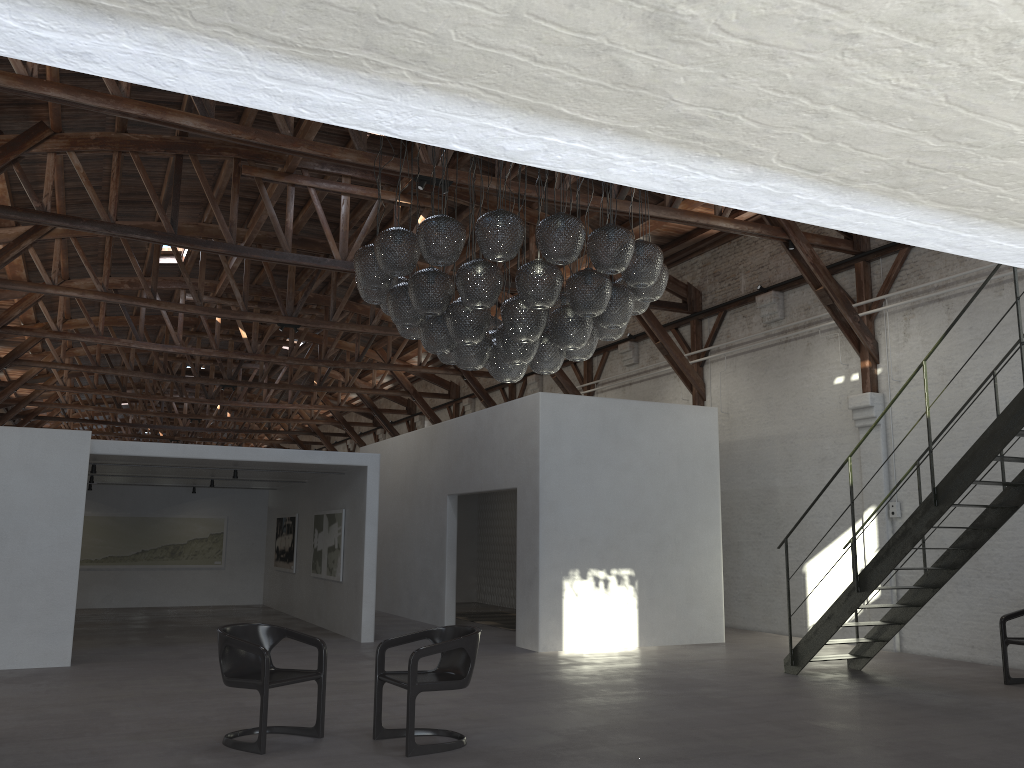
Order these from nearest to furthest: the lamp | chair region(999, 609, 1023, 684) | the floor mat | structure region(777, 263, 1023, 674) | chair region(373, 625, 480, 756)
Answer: chair region(373, 625, 480, 756)
the lamp
structure region(777, 263, 1023, 674)
chair region(999, 609, 1023, 684)
the floor mat

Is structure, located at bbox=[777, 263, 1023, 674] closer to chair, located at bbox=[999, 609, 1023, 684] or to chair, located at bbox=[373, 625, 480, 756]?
chair, located at bbox=[999, 609, 1023, 684]

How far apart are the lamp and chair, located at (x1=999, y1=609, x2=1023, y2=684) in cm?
488

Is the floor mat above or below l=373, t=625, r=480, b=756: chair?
below

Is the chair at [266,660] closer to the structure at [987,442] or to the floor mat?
the structure at [987,442]

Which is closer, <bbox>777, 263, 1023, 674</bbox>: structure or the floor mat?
<bbox>777, 263, 1023, 674</bbox>: structure

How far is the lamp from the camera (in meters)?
6.35

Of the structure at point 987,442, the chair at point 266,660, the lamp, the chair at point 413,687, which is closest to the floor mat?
the structure at point 987,442

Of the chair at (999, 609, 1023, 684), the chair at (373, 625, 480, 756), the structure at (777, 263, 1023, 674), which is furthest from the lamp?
the chair at (999, 609, 1023, 684)

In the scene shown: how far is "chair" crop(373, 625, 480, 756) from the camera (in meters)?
5.72
